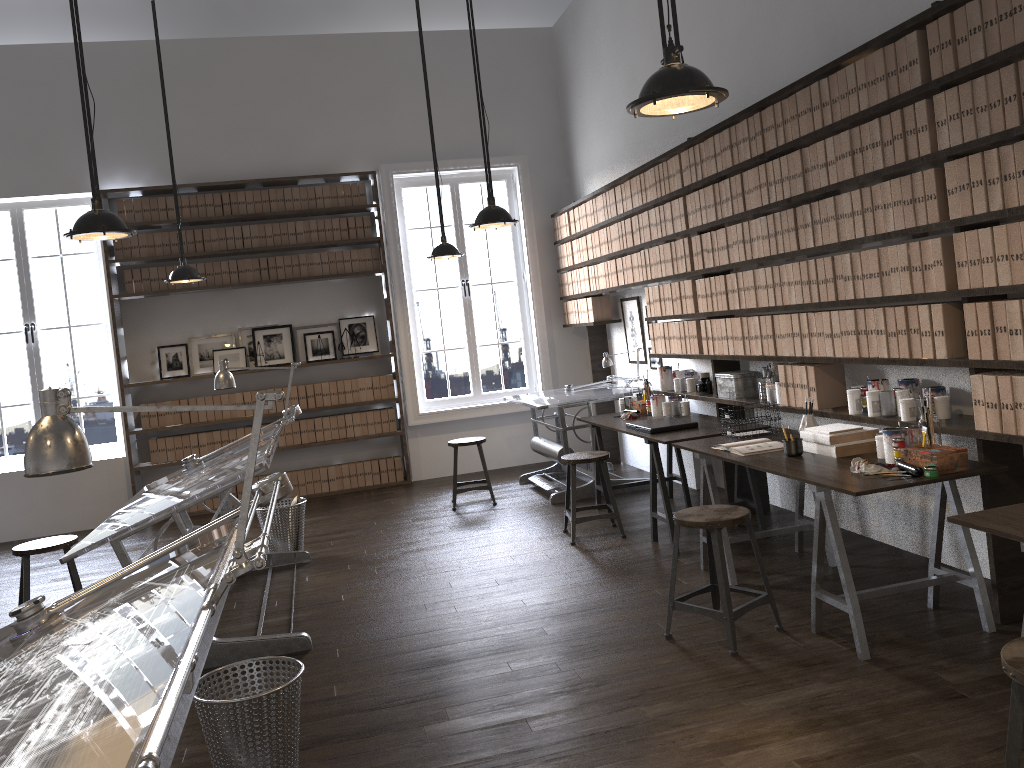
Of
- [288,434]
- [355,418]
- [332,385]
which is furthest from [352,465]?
[332,385]

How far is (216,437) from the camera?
8.2m

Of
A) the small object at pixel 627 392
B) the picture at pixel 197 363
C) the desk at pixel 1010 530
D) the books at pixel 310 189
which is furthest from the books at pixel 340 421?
the desk at pixel 1010 530

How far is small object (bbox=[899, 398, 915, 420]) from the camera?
3.8m

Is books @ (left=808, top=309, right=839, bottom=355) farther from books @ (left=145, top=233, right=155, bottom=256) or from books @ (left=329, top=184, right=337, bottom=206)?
books @ (left=145, top=233, right=155, bottom=256)

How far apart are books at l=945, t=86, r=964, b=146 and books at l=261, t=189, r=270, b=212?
6.27m

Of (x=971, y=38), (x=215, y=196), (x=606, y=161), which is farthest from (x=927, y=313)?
(x=215, y=196)

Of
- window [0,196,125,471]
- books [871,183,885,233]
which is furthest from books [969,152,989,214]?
window [0,196,125,471]

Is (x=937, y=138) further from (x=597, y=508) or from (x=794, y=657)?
(x=597, y=508)

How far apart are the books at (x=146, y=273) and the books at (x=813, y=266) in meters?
6.0 m
